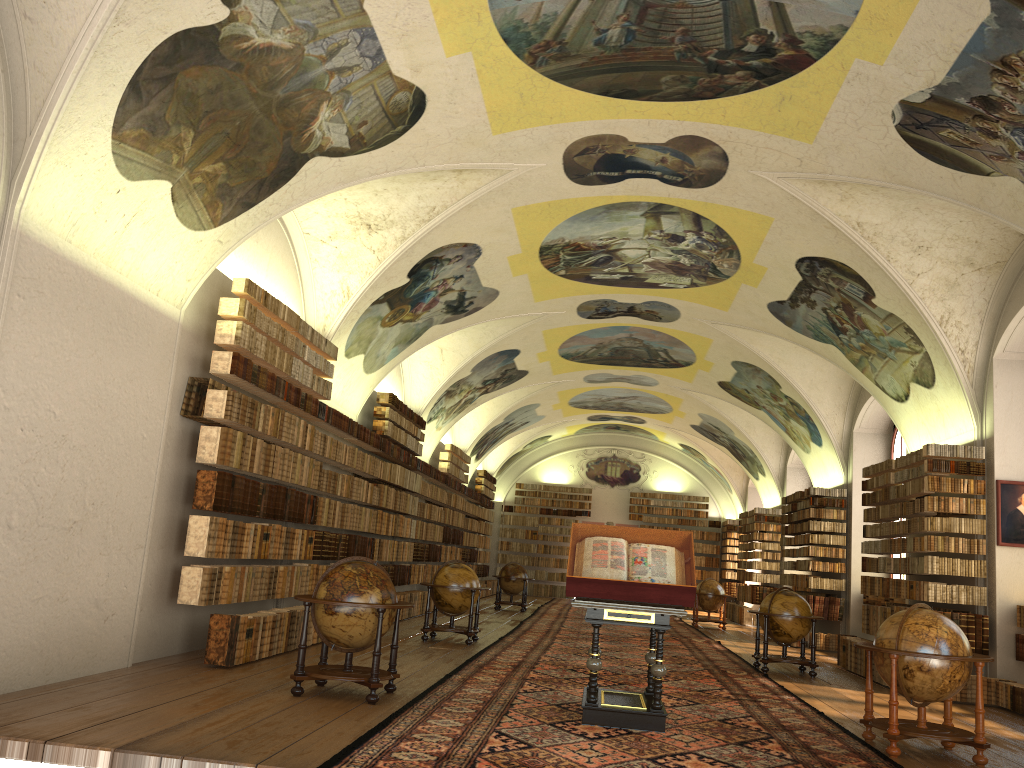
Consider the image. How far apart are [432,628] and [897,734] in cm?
884

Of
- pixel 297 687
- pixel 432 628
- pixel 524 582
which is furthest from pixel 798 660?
pixel 524 582

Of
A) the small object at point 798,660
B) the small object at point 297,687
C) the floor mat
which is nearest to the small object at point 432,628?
the floor mat

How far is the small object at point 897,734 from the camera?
8.32m

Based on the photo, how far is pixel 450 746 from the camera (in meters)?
7.11

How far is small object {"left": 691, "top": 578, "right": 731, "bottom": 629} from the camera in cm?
2558

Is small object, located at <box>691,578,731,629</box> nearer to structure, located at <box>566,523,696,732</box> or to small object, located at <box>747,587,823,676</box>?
small object, located at <box>747,587,823,676</box>

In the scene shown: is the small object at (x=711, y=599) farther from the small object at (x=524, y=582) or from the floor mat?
the small object at (x=524, y=582)

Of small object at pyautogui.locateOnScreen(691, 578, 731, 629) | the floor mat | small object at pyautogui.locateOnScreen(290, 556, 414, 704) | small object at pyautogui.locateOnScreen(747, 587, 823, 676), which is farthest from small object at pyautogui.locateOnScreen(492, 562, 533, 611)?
small object at pyautogui.locateOnScreen(290, 556, 414, 704)

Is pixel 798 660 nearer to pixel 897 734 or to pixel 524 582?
pixel 897 734
